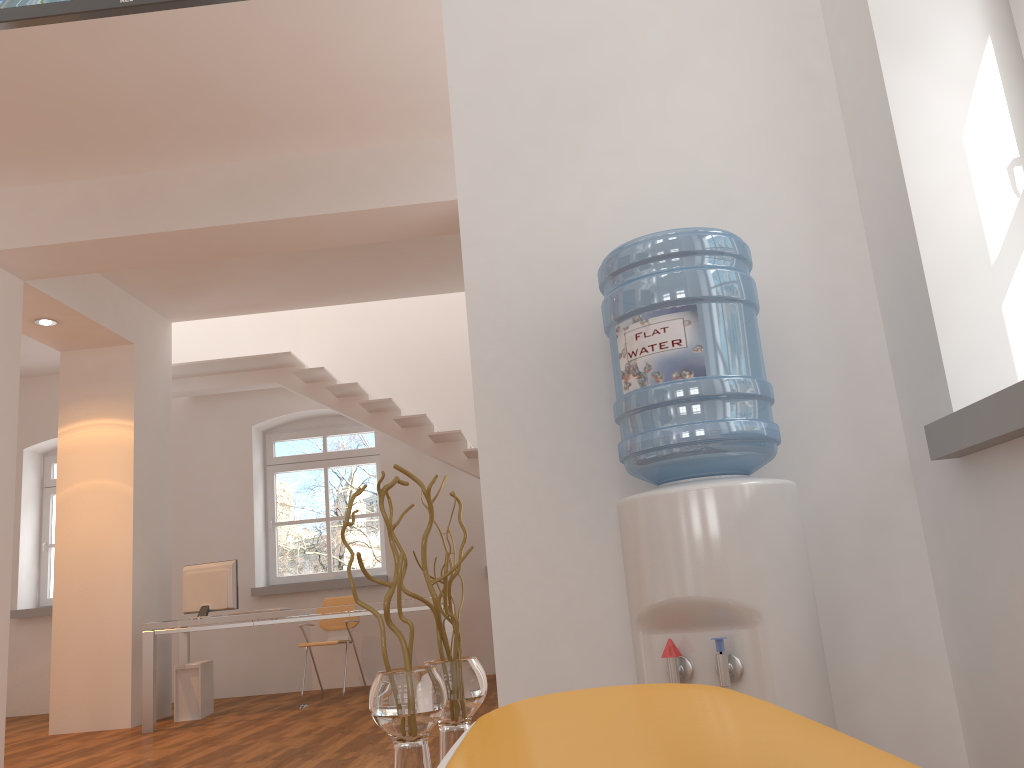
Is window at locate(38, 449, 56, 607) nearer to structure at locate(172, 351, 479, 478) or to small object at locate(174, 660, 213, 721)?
structure at locate(172, 351, 479, 478)

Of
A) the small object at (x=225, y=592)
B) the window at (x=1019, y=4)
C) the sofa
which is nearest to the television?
the window at (x=1019, y=4)

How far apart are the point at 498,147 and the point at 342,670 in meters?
7.0 m

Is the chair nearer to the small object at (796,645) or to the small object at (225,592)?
the small object at (225,592)

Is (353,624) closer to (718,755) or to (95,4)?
(95,4)

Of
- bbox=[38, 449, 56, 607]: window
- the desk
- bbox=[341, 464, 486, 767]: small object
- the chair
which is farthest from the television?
bbox=[38, 449, 56, 607]: window

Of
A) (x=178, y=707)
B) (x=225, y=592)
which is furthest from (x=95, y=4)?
(x=178, y=707)

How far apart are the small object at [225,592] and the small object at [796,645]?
5.5 meters

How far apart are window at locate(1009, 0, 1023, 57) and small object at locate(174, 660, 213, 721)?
6.7m

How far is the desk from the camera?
6.2 meters
